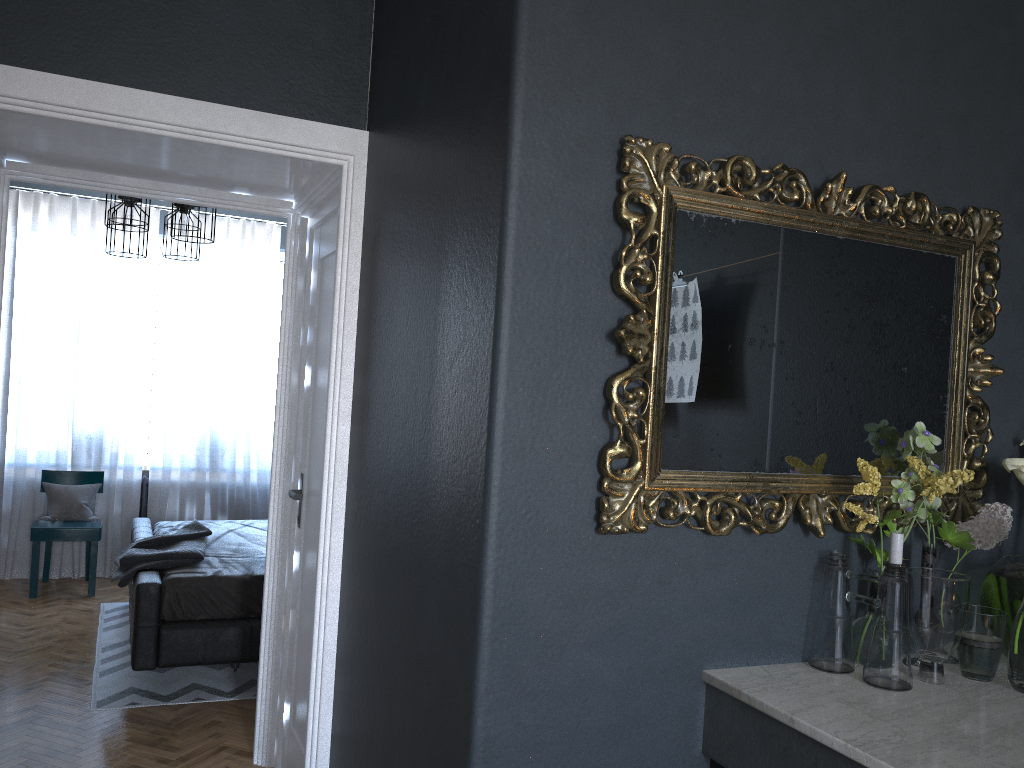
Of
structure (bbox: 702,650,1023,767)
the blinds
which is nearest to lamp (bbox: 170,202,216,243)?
the blinds

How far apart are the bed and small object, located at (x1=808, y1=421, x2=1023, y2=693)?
3.1m

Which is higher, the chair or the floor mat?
the chair

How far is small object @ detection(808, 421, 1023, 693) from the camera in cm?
178

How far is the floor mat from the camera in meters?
4.1 m

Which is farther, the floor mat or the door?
the floor mat

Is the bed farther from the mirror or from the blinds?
the mirror

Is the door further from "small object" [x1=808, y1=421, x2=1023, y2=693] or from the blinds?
the blinds

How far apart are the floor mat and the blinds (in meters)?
0.86

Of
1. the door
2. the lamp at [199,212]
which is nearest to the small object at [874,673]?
the door
